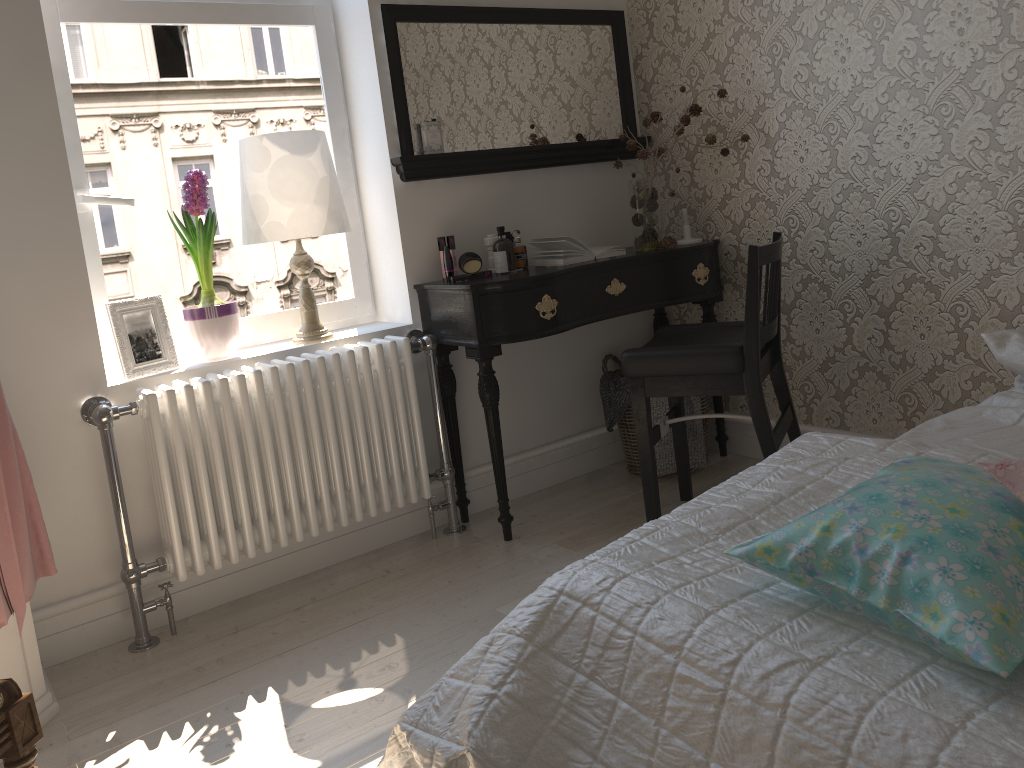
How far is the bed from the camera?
0.92m

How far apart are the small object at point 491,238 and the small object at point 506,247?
0.1m

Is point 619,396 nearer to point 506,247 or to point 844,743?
point 506,247

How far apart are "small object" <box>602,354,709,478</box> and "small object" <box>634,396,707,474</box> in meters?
→ 0.1 m

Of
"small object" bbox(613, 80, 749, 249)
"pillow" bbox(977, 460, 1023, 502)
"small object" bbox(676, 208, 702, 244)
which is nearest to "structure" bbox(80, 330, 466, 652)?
"small object" bbox(613, 80, 749, 249)

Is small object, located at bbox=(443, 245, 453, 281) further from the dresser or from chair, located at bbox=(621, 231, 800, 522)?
the dresser

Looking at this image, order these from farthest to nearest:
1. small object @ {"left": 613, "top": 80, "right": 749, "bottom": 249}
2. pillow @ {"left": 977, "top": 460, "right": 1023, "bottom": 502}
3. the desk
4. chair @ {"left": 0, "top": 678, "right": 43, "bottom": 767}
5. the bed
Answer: small object @ {"left": 613, "top": 80, "right": 749, "bottom": 249} < the desk < chair @ {"left": 0, "top": 678, "right": 43, "bottom": 767} < pillow @ {"left": 977, "top": 460, "right": 1023, "bottom": 502} < the bed

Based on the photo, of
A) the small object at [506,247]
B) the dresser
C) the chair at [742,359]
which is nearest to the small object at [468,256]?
the small object at [506,247]

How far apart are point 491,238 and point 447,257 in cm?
20

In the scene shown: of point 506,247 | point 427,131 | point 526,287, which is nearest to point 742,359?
point 526,287
